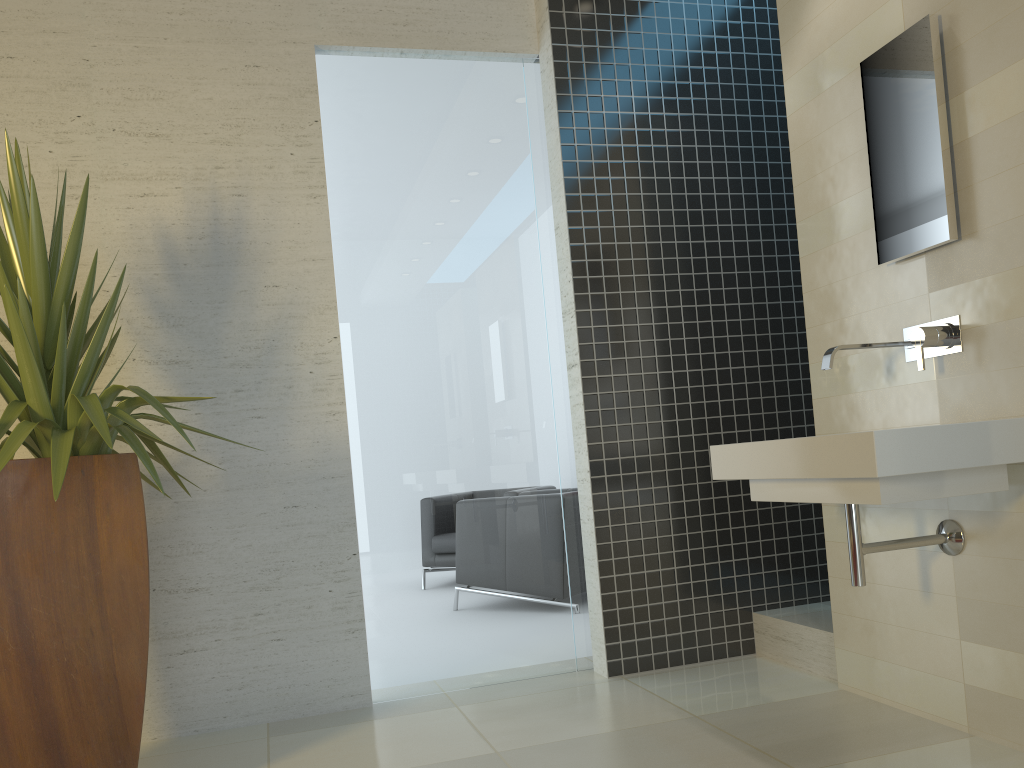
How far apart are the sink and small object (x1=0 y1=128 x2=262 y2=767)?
1.7m

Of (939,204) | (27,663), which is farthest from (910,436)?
(27,663)

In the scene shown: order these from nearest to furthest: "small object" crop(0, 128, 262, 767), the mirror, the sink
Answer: the sink < "small object" crop(0, 128, 262, 767) < the mirror

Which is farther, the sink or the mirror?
the mirror

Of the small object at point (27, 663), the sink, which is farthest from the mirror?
the small object at point (27, 663)

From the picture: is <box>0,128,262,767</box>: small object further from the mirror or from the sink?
the mirror

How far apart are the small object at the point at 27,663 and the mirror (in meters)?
2.27

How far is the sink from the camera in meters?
2.2 m

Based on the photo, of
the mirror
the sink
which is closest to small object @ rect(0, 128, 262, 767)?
the sink

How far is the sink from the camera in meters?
2.2
